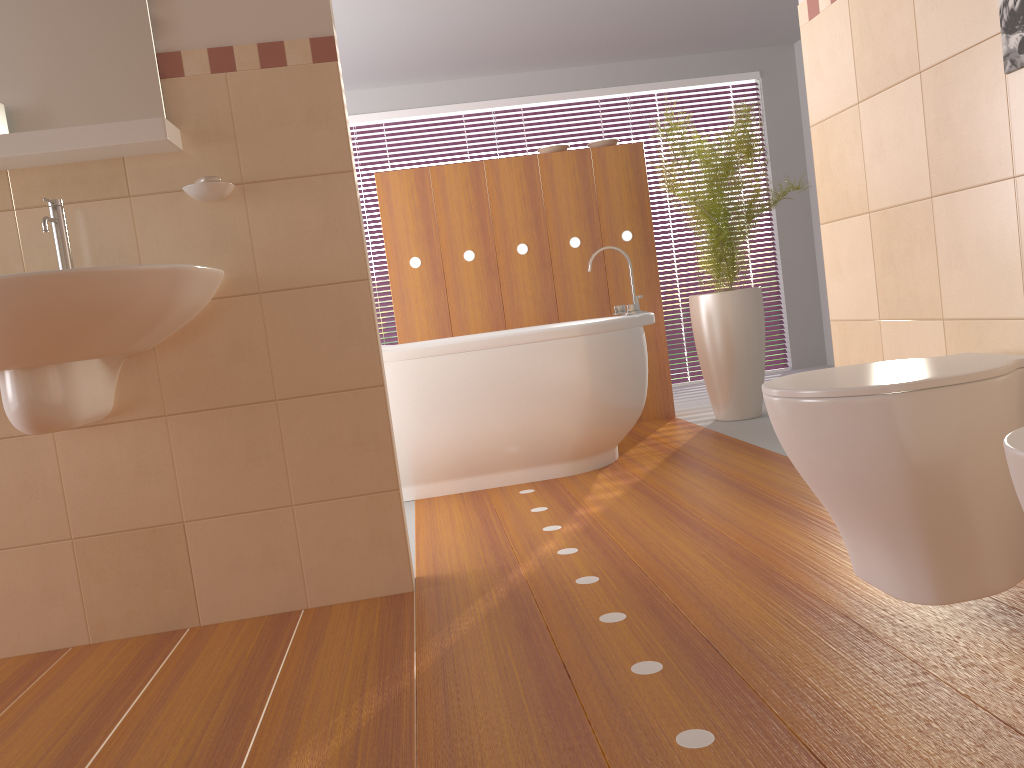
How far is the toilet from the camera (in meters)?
1.45

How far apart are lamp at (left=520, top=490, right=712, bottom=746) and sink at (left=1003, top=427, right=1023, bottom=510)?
0.6 meters

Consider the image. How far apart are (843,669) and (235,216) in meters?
1.7 m

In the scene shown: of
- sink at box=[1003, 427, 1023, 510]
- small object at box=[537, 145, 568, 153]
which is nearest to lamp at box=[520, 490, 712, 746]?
sink at box=[1003, 427, 1023, 510]

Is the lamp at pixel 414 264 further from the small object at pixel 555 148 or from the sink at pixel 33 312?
the sink at pixel 33 312

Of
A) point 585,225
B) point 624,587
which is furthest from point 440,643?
point 585,225

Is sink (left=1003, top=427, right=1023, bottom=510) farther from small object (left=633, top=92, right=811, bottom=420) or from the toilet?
small object (left=633, top=92, right=811, bottom=420)

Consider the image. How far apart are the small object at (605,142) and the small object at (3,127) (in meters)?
3.18

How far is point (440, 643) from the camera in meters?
1.9 m

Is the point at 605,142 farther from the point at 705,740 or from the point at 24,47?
the point at 705,740
